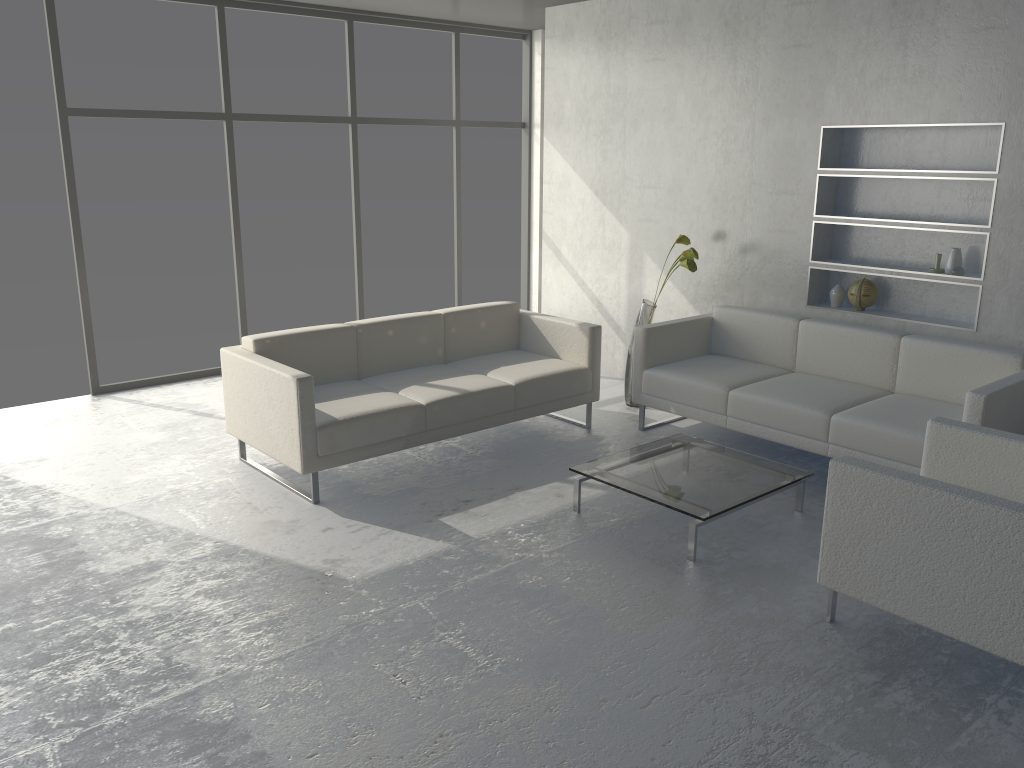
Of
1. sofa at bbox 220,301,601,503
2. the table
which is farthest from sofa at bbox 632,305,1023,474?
the table

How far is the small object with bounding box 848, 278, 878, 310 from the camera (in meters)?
4.82

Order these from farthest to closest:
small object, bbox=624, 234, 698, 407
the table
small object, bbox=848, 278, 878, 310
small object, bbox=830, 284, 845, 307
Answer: small object, bbox=624, 234, 698, 407 < small object, bbox=830, 284, 845, 307 < small object, bbox=848, 278, 878, 310 < the table

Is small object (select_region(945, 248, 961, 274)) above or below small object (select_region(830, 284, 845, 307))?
above

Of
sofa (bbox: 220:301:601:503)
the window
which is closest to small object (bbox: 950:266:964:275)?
sofa (bbox: 220:301:601:503)

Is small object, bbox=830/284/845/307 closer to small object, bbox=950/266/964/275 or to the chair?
small object, bbox=950/266/964/275

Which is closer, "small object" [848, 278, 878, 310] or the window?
"small object" [848, 278, 878, 310]

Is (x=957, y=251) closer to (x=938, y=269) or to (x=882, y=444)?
(x=938, y=269)

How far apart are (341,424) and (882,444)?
2.4m

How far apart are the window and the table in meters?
3.3 m
